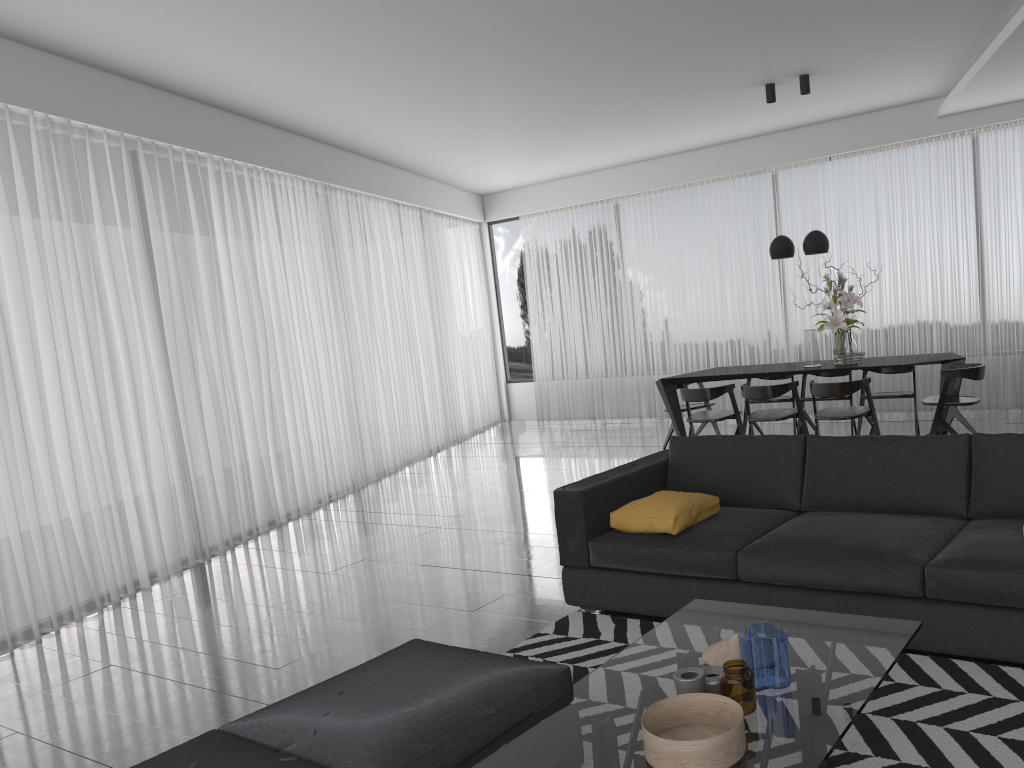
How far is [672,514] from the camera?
3.79m

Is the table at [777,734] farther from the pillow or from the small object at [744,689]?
the pillow

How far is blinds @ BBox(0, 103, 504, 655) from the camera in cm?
507

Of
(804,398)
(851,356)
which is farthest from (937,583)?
(804,398)

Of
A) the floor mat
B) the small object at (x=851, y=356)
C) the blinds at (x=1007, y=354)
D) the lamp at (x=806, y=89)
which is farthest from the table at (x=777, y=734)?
the blinds at (x=1007, y=354)

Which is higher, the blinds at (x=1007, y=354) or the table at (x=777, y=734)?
the blinds at (x=1007, y=354)

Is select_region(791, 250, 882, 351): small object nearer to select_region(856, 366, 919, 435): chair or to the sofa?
select_region(856, 366, 919, 435): chair

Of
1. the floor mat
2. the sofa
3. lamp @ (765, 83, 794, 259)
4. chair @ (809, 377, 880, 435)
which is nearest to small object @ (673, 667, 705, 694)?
the floor mat

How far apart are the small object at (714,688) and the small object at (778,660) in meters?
0.1 m

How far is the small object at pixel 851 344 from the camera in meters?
7.5
